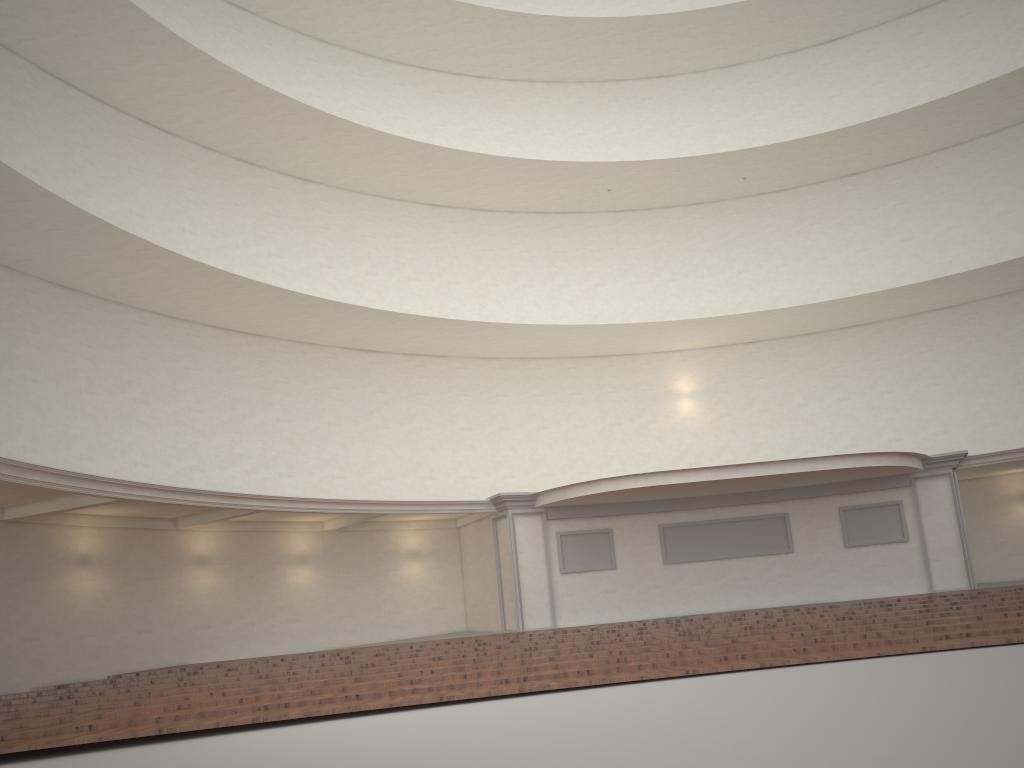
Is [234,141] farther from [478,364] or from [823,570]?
[823,570]
